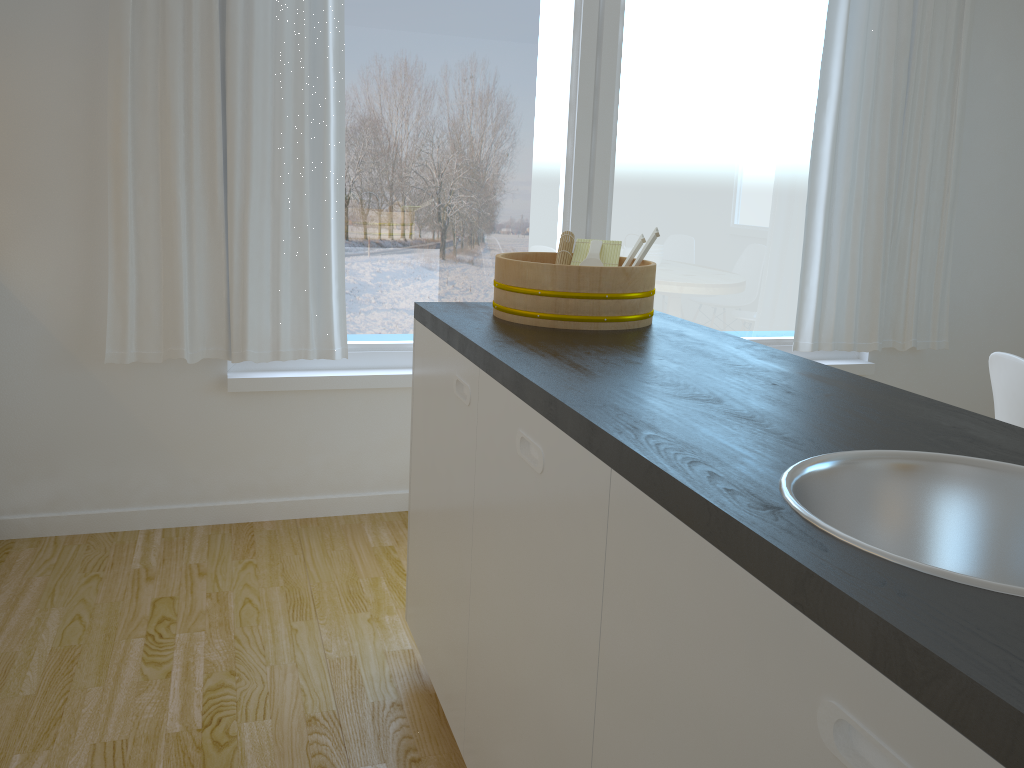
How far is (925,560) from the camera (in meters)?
1.07

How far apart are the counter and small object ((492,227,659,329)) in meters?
0.0

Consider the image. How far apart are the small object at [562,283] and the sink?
0.9 meters

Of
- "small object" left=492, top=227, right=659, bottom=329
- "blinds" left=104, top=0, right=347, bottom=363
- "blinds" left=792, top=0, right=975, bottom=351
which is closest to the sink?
"small object" left=492, top=227, right=659, bottom=329

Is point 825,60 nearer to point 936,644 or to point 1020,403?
point 1020,403

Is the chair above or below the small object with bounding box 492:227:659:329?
below

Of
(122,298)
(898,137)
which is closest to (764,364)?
(122,298)

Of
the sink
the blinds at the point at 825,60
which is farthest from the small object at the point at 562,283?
the blinds at the point at 825,60

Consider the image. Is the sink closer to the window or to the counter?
the counter

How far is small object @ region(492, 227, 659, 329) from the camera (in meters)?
1.88
